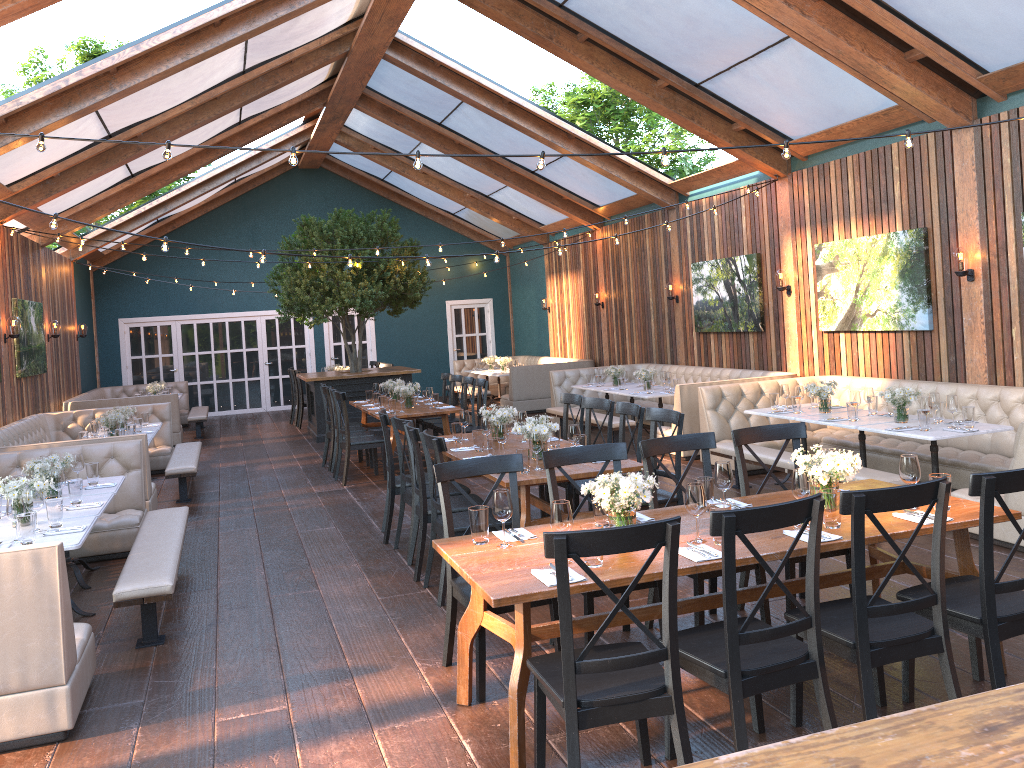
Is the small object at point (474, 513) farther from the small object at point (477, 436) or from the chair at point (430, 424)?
the chair at point (430, 424)

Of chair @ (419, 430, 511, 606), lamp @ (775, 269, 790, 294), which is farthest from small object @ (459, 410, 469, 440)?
lamp @ (775, 269, 790, 294)

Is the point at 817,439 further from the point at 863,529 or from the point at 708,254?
the point at 863,529

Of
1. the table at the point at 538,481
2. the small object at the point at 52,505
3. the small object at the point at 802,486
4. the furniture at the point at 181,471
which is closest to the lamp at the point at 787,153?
the table at the point at 538,481

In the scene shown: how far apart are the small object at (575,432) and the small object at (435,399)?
4.58m

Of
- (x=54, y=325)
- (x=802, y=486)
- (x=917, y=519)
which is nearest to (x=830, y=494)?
(x=802, y=486)

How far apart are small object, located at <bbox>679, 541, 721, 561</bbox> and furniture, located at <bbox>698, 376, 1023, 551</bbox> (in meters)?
3.20

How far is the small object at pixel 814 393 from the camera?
8.0m

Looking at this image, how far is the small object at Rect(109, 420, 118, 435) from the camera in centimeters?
909cm

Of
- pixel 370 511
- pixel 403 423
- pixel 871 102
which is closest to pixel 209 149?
pixel 370 511
